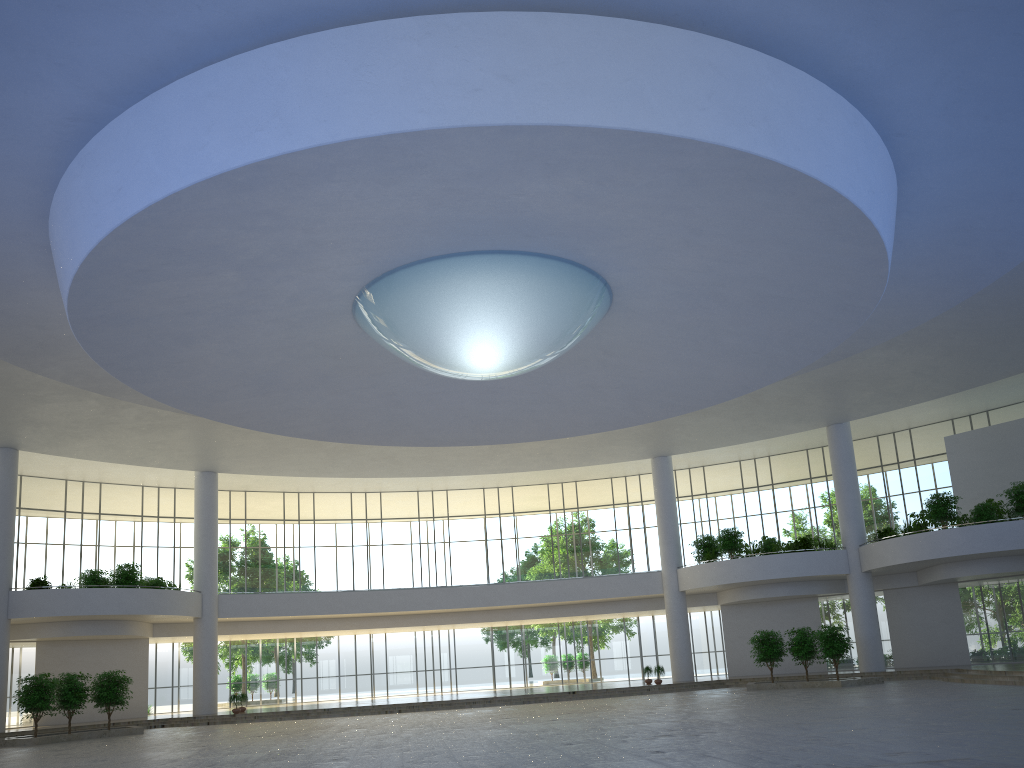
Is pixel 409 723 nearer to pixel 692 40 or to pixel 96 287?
pixel 96 287

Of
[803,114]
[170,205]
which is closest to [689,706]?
[803,114]
